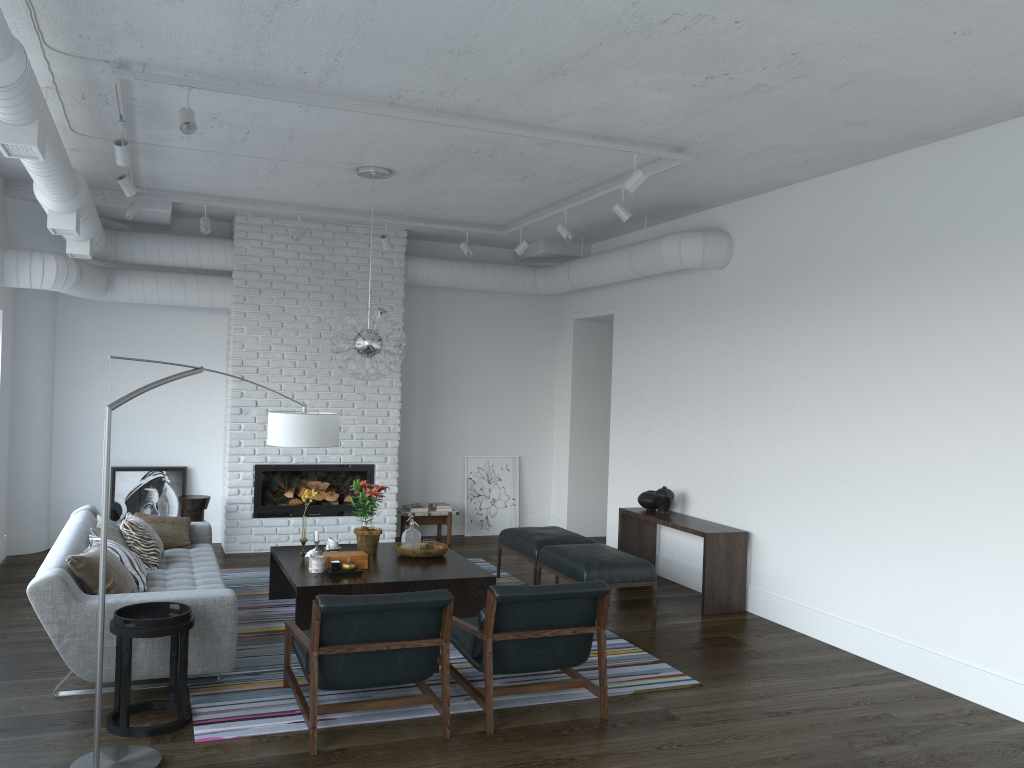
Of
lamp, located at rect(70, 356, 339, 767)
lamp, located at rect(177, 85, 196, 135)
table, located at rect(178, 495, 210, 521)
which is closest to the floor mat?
lamp, located at rect(70, 356, 339, 767)

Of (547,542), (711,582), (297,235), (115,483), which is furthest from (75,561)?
(711,582)

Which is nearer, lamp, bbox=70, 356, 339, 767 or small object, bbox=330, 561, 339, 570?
lamp, bbox=70, 356, 339, 767

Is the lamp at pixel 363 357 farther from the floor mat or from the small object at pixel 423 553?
the floor mat

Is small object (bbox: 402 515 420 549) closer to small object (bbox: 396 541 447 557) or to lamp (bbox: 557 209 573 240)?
small object (bbox: 396 541 447 557)

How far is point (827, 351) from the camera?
6.12m

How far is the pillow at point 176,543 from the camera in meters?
6.5 m

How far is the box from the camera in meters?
5.9

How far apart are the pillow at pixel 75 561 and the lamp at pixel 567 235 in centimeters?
418cm

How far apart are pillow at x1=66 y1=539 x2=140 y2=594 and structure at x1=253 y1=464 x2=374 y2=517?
3.43m
